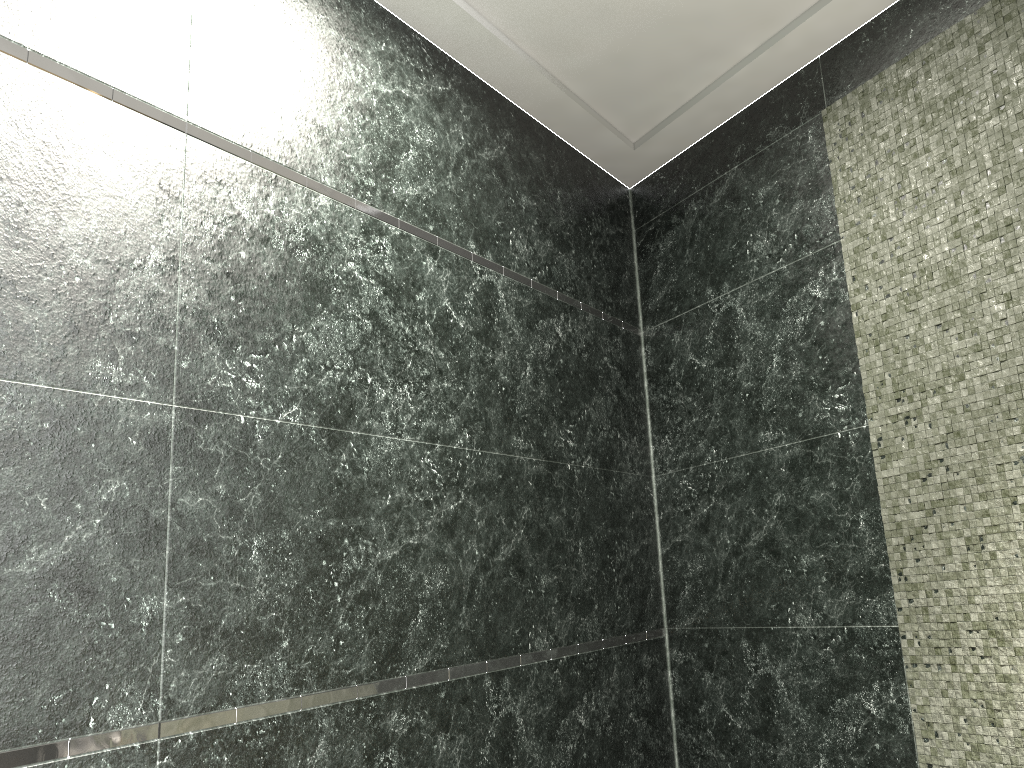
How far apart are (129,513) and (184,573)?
0.2m
